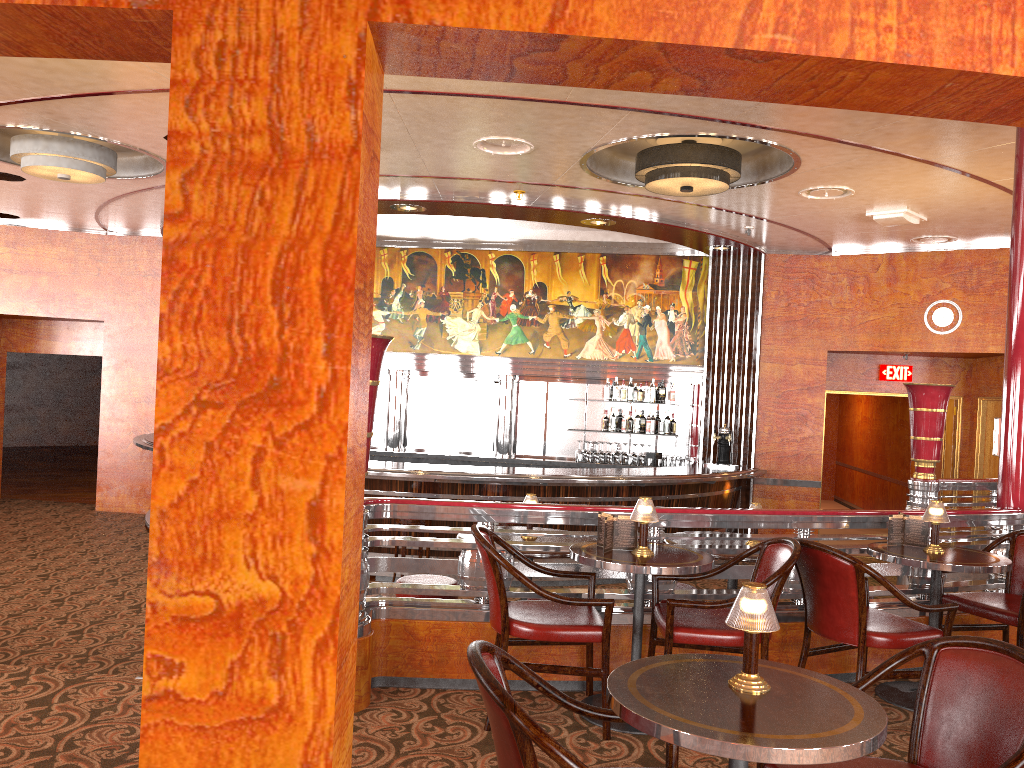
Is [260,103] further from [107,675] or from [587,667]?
[107,675]

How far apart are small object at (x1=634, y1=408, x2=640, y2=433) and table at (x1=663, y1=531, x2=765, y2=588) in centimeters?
551cm

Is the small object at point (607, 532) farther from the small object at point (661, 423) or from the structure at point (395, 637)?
the small object at point (661, 423)

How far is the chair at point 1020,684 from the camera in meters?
2.2

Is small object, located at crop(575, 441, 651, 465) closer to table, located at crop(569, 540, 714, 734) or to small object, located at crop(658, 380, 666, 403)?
small object, located at crop(658, 380, 666, 403)

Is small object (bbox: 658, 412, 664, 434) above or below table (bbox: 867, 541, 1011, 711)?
above

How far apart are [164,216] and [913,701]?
4.1m

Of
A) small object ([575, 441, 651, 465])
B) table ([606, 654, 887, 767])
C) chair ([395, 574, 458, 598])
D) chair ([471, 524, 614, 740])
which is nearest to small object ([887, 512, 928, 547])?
chair ([471, 524, 614, 740])

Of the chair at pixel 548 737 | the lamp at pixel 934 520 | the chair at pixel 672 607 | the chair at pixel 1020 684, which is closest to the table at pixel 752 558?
the chair at pixel 672 607

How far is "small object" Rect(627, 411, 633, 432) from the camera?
10.9m
